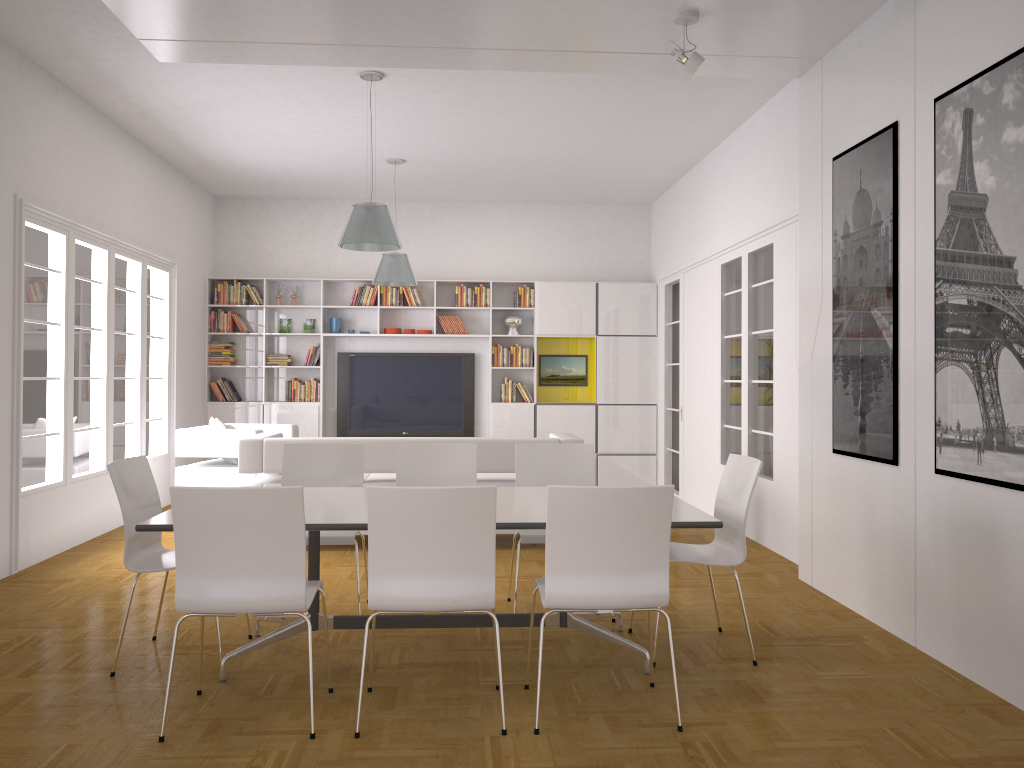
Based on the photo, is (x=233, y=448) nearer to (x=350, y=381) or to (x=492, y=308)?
(x=350, y=381)

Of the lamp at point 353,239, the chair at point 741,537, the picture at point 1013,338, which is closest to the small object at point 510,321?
the lamp at point 353,239

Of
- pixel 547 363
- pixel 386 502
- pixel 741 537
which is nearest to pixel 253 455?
pixel 386 502

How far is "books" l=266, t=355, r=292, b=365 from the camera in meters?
10.5

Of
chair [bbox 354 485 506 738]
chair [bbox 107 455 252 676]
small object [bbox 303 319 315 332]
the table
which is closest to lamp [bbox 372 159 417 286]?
small object [bbox 303 319 315 332]

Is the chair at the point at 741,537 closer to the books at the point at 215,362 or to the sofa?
the sofa

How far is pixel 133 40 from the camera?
5.7m

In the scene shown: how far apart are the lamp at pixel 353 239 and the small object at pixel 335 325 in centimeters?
413cm

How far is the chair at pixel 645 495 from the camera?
3.27m

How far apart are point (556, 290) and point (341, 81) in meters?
4.6
